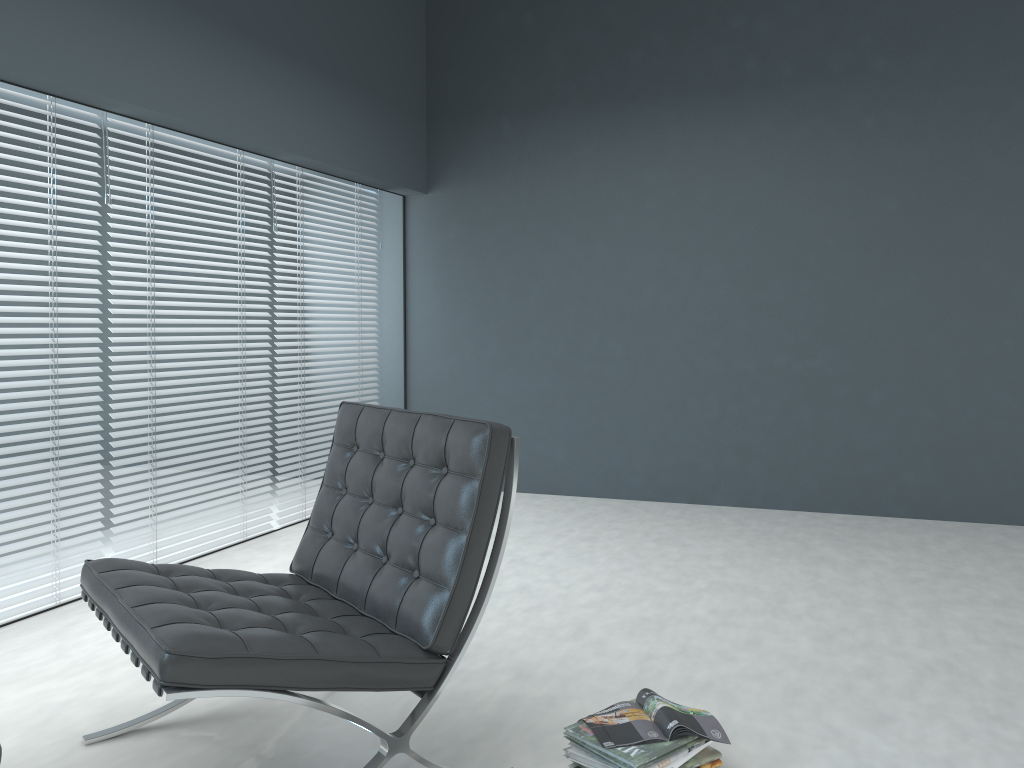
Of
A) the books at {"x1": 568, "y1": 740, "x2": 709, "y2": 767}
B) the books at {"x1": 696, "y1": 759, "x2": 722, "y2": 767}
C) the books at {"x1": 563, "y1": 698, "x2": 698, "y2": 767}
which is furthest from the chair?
the books at {"x1": 696, "y1": 759, "x2": 722, "y2": 767}

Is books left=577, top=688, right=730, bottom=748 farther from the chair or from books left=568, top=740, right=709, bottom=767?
the chair

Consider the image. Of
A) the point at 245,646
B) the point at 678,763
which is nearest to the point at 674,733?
the point at 678,763

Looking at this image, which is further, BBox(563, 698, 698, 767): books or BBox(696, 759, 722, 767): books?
BBox(696, 759, 722, 767): books

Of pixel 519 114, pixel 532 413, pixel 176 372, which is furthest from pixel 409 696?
pixel 519 114

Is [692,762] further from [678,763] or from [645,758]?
[645,758]

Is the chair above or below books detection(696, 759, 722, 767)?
above

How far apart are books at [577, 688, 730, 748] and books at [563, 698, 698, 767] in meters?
0.0

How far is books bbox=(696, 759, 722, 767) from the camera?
1.85m

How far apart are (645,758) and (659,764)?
0.04m
